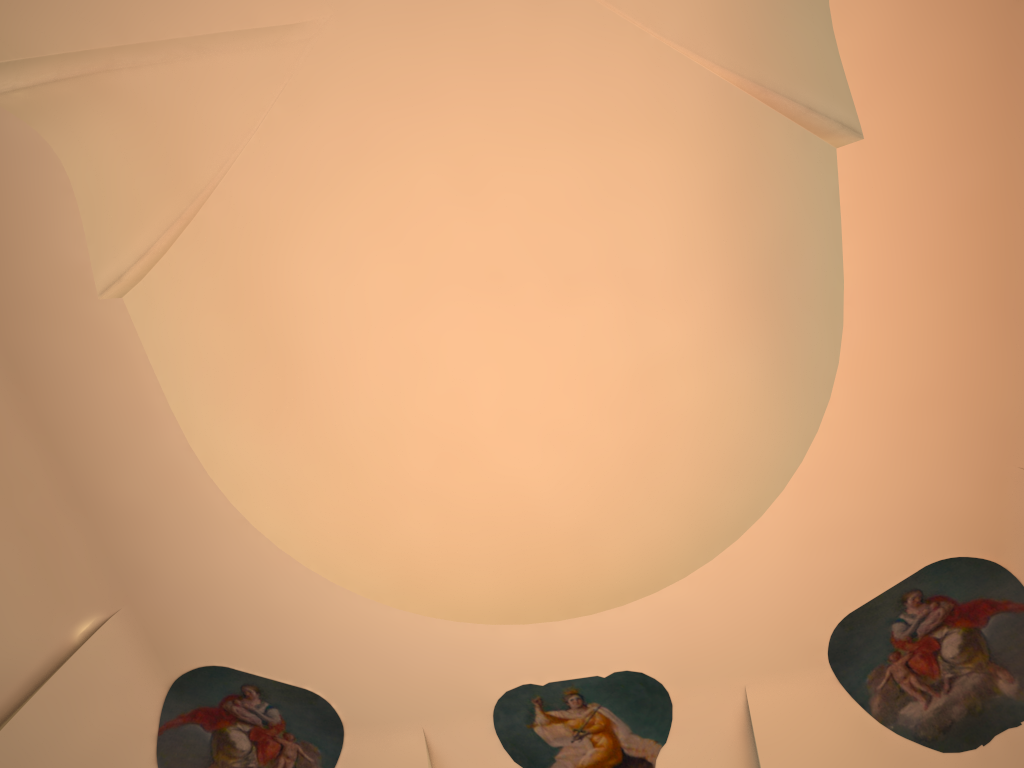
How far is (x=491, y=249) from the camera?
7.0m

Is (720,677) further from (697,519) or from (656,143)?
(656,143)

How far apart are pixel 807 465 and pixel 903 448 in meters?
0.6 m
